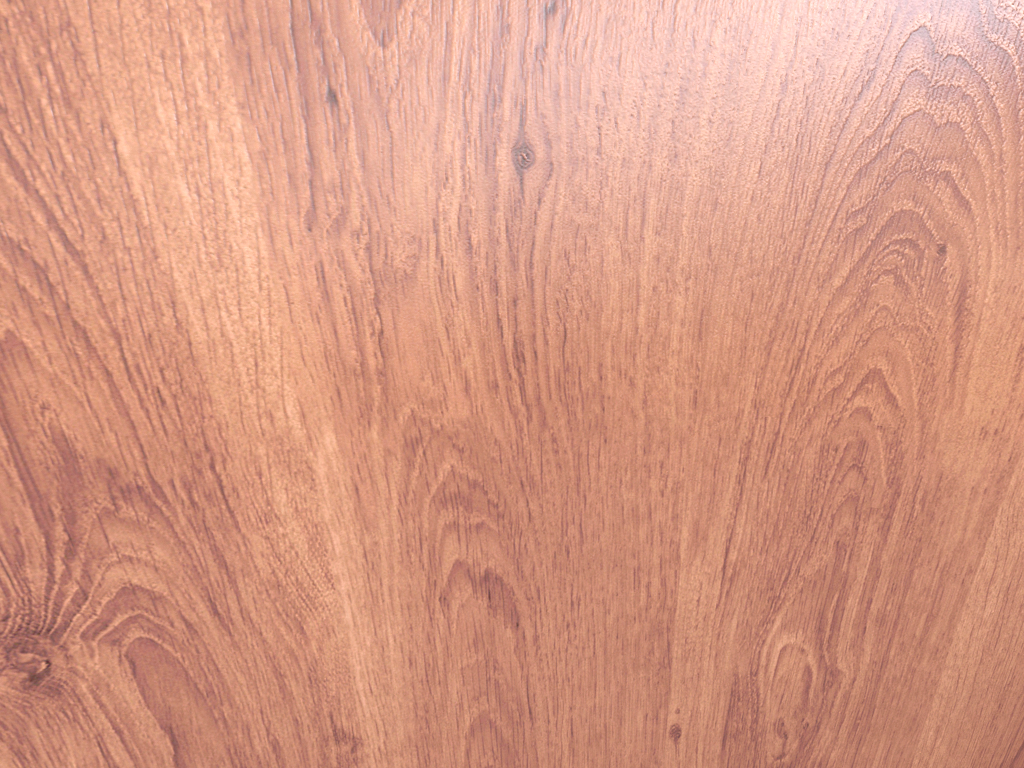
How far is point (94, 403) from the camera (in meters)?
0.12

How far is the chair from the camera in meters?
0.1 m

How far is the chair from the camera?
0.12m
